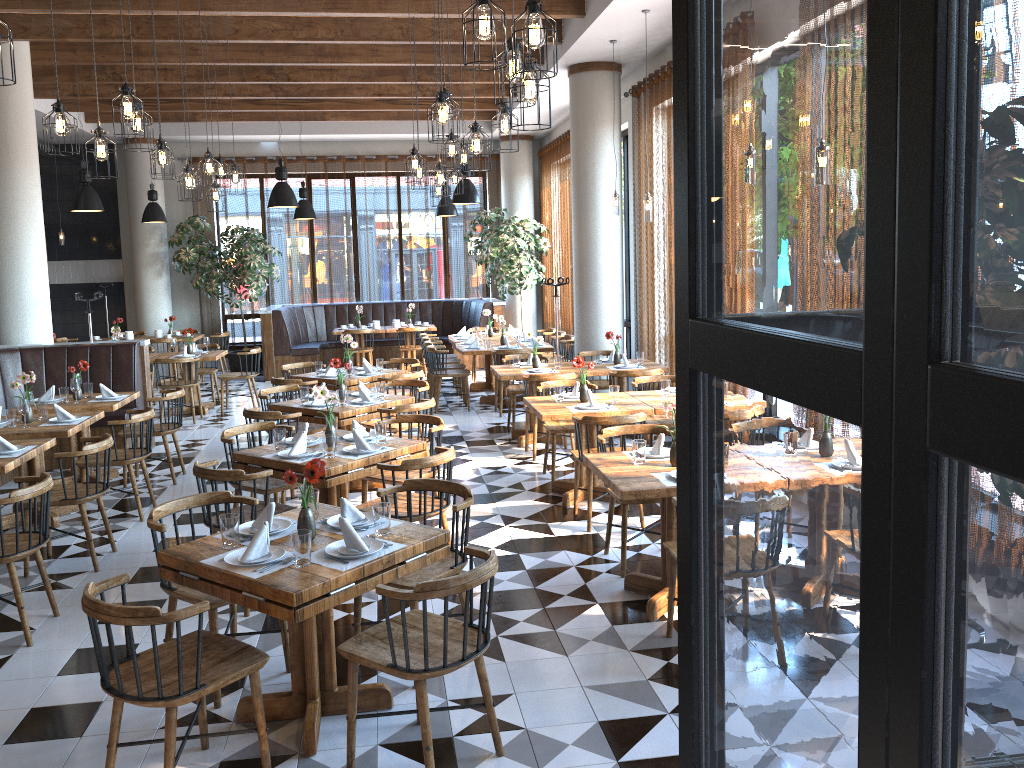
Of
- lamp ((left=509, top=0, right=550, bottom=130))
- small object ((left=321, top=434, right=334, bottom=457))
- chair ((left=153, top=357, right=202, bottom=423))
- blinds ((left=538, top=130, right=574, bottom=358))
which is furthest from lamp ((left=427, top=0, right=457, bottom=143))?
blinds ((left=538, top=130, right=574, bottom=358))

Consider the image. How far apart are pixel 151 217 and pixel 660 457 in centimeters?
1117cm

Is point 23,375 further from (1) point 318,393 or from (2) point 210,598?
(2) point 210,598

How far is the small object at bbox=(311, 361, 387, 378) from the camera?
8.9m

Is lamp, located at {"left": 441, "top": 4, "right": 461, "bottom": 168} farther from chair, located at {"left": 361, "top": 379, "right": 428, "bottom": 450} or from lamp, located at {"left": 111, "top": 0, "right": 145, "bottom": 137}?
lamp, located at {"left": 111, "top": 0, "right": 145, "bottom": 137}

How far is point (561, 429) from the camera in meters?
7.4 m

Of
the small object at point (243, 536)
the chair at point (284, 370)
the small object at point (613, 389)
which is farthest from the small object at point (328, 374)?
the small object at point (243, 536)

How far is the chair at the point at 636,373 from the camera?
8.32m

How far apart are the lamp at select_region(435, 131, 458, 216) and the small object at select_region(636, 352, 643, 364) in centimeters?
619cm

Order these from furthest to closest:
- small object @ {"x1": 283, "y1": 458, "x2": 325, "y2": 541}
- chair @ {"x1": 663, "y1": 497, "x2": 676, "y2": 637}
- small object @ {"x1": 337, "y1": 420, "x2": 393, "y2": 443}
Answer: small object @ {"x1": 337, "y1": 420, "x2": 393, "y2": 443}
chair @ {"x1": 663, "y1": 497, "x2": 676, "y2": 637}
small object @ {"x1": 283, "y1": 458, "x2": 325, "y2": 541}
